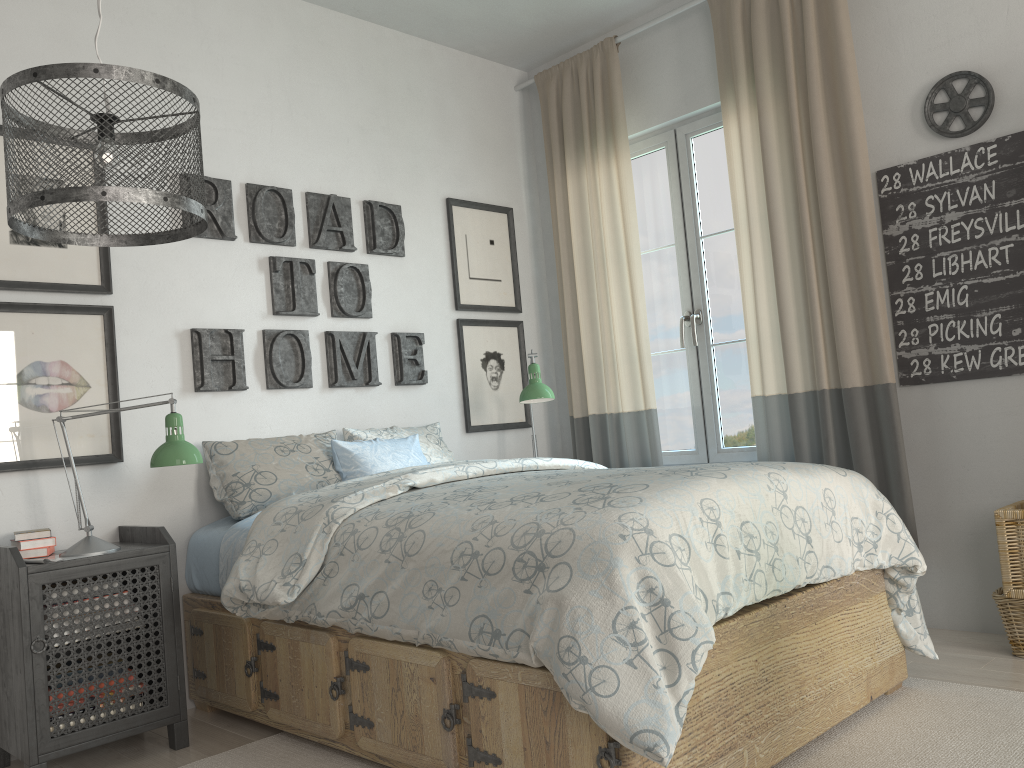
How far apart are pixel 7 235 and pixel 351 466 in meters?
1.3 m

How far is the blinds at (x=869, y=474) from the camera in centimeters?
318cm

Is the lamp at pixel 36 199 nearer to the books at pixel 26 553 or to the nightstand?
the nightstand

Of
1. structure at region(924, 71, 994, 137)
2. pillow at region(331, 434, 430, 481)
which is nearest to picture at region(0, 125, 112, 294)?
pillow at region(331, 434, 430, 481)

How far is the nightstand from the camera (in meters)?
2.33

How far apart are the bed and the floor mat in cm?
4

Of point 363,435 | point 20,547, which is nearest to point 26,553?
point 20,547

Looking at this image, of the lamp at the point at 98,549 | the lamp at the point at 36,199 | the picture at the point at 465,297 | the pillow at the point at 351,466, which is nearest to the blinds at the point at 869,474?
the picture at the point at 465,297

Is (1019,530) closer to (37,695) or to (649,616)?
(649,616)

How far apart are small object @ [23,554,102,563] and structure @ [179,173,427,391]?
0.8 meters
